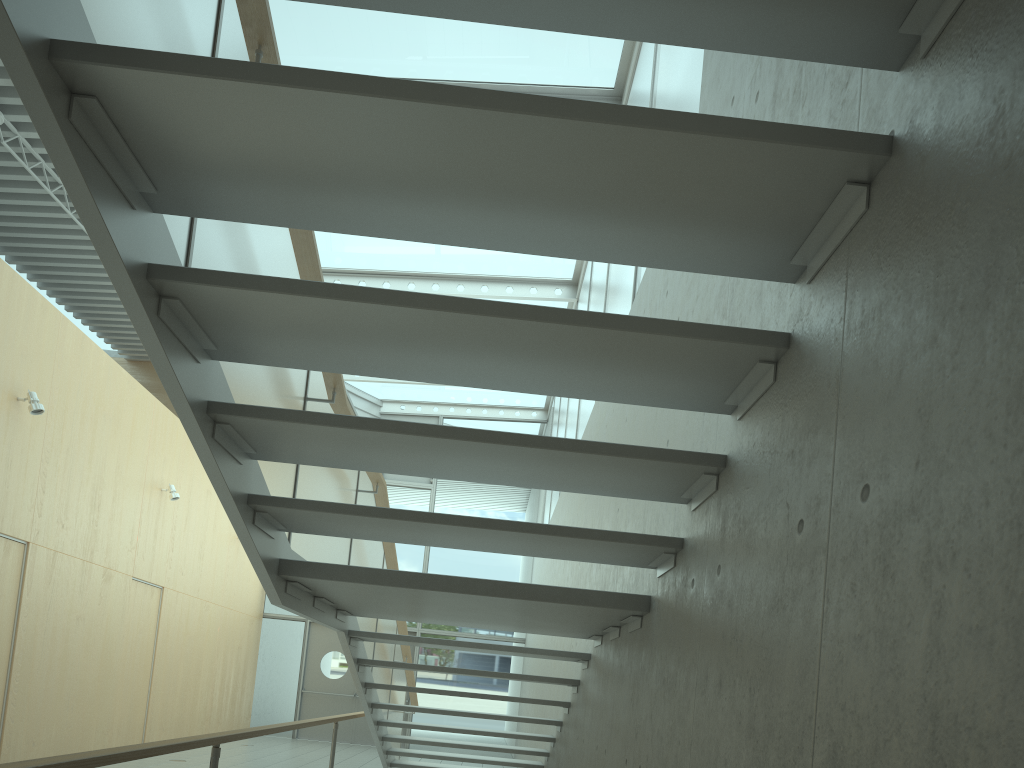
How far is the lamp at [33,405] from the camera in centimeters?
713cm

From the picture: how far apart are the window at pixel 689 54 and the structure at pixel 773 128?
1.99m

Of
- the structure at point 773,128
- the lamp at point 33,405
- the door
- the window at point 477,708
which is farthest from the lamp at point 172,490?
the door

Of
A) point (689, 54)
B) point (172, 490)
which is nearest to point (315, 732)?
point (172, 490)

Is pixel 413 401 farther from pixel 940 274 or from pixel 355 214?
pixel 940 274

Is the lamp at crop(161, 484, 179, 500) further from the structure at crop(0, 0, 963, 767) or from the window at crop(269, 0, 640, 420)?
the structure at crop(0, 0, 963, 767)

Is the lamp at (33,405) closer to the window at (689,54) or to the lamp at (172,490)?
the lamp at (172,490)

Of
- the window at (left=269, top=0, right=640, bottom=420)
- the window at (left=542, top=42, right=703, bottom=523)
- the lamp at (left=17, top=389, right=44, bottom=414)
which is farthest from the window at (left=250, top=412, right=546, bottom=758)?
the lamp at (left=17, top=389, right=44, bottom=414)

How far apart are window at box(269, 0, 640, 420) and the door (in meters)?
3.96

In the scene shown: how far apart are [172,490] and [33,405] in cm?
320
